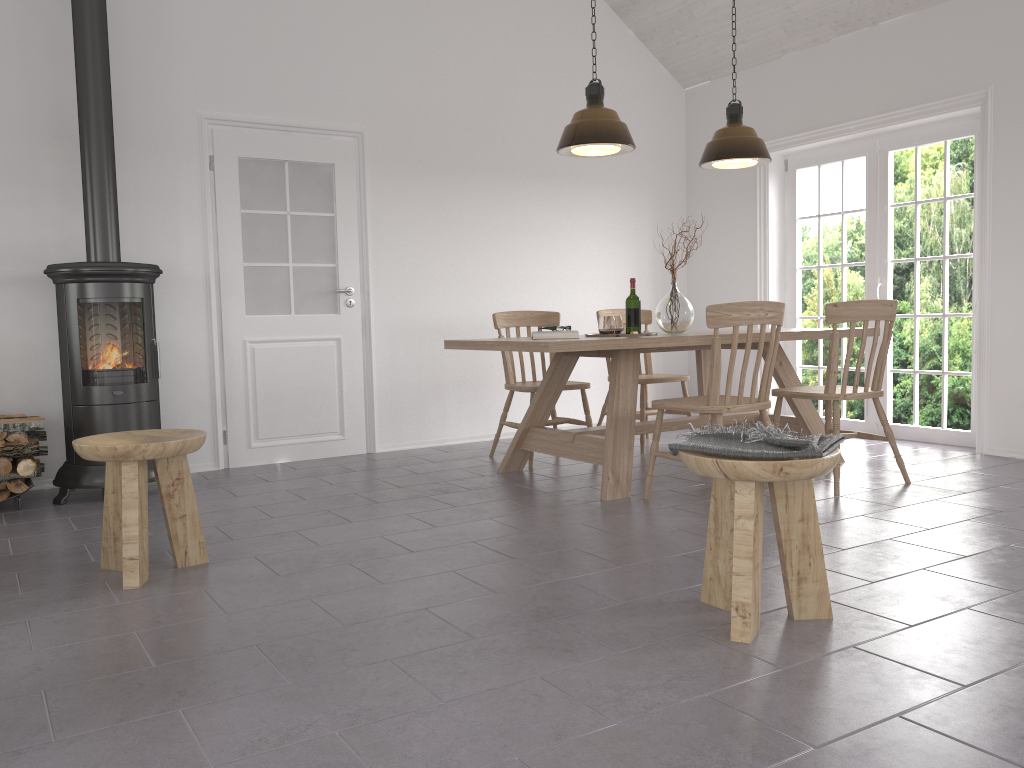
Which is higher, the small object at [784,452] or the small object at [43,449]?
the small object at [784,452]

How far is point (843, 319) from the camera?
4.1m

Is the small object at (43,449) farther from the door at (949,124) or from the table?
the door at (949,124)

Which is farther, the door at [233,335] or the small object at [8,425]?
the door at [233,335]

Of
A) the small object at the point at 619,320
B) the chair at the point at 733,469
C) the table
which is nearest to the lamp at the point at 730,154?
the table

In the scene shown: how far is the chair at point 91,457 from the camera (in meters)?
2.90

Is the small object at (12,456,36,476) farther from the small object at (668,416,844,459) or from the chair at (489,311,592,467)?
the small object at (668,416,844,459)

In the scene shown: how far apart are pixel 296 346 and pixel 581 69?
2.97m

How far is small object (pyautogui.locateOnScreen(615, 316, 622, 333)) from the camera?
4.8 meters

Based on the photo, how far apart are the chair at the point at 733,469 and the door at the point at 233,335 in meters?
3.5 m
